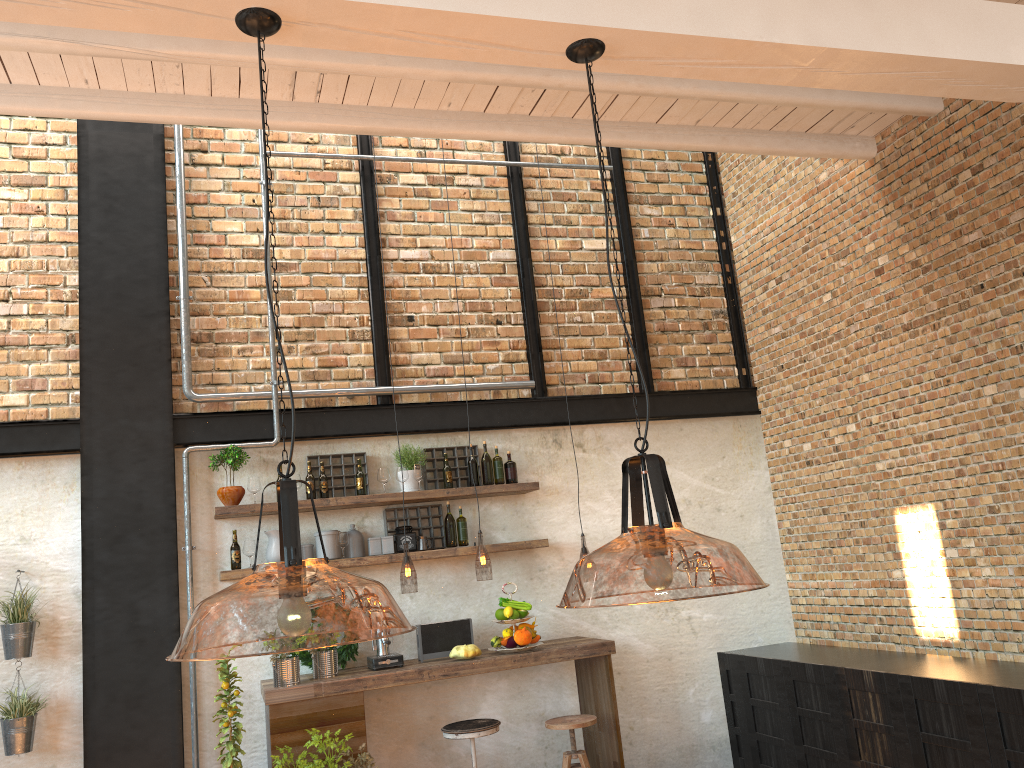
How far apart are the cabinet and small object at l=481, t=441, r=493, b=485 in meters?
2.2 m

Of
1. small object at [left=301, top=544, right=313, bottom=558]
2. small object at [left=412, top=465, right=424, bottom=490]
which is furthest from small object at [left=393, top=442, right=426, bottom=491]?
small object at [left=301, top=544, right=313, bottom=558]

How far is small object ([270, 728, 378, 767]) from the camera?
4.7m

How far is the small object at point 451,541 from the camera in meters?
5.9 m

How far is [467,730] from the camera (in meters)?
5.01

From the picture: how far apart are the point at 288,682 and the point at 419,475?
1.54m

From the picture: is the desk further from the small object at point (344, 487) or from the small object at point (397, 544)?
the small object at point (344, 487)

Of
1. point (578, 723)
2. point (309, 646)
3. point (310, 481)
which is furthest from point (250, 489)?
point (309, 646)

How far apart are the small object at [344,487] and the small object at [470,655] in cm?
131

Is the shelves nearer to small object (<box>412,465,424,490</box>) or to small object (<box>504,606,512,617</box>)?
small object (<box>412,465,424,490</box>)
